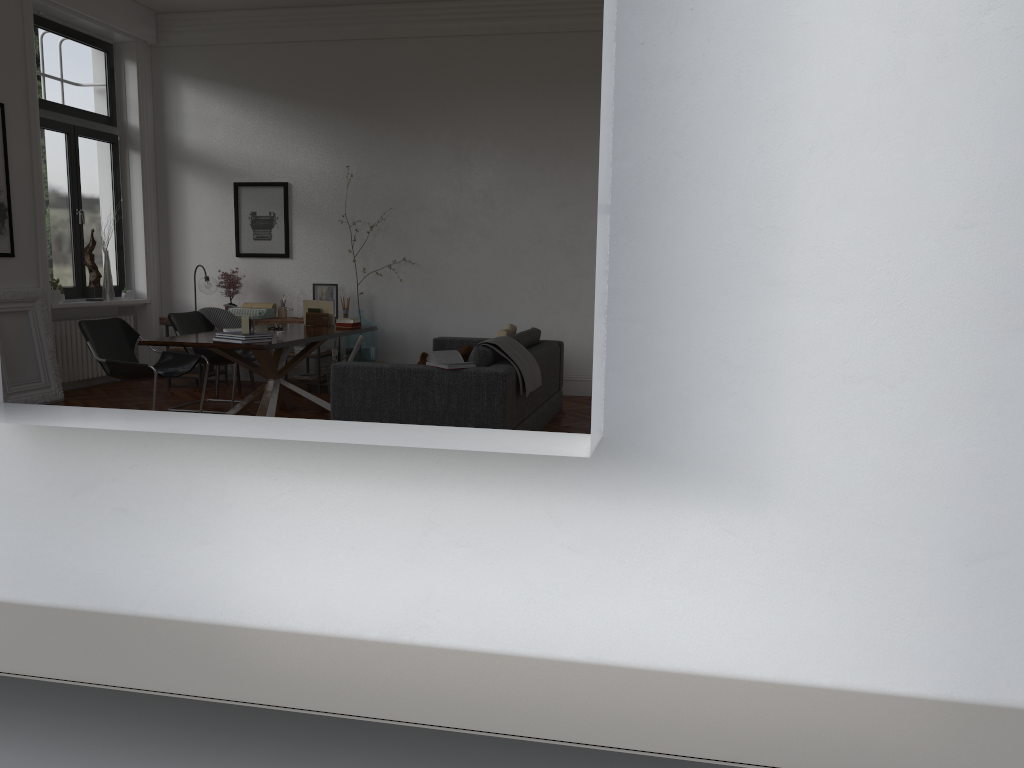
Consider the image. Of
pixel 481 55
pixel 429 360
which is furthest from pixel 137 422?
pixel 481 55

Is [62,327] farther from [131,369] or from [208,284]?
[131,369]

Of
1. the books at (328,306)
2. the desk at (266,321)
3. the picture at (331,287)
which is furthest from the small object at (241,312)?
the books at (328,306)

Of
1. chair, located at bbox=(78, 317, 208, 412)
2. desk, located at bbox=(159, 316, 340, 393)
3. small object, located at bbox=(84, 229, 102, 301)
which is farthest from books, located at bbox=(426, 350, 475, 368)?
small object, located at bbox=(84, 229, 102, 301)

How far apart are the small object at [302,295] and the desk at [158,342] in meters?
1.4

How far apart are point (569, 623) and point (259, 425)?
1.0 meters

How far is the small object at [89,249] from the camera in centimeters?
910cm

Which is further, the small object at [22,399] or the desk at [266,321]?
the desk at [266,321]

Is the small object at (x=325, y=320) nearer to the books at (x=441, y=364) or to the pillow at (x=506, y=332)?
the pillow at (x=506, y=332)

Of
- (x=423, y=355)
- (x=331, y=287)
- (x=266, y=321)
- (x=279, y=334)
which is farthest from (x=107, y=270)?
(x=423, y=355)
